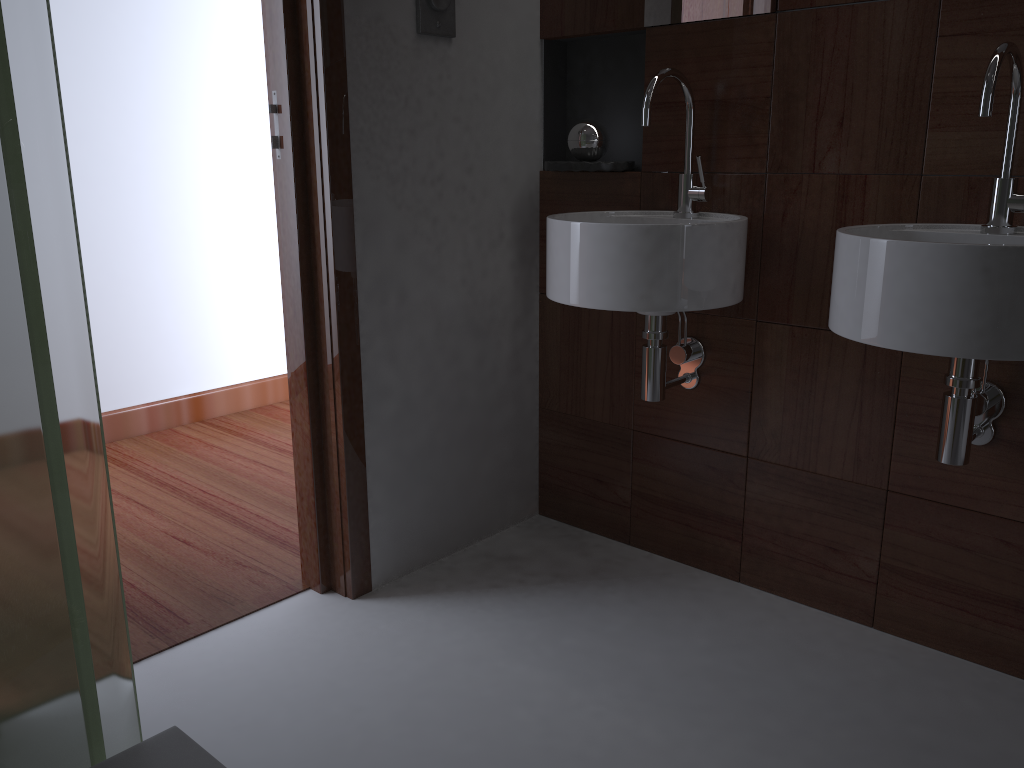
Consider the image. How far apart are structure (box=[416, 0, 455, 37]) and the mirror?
0.44m

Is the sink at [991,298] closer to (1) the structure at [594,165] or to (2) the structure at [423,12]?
(1) the structure at [594,165]

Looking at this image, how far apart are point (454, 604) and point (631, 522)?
0.54m

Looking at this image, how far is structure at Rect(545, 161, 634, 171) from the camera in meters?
2.1

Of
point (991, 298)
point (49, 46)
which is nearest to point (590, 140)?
point (991, 298)

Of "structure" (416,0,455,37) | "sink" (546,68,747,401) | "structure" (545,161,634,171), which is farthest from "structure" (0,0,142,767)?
"structure" (545,161,634,171)

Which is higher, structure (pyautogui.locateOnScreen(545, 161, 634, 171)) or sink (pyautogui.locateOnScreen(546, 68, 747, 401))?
structure (pyautogui.locateOnScreen(545, 161, 634, 171))

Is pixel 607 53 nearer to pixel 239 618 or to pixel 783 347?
pixel 783 347

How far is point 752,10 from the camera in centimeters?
183cm

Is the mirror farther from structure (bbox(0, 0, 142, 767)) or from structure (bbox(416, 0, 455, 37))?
structure (bbox(0, 0, 142, 767))
